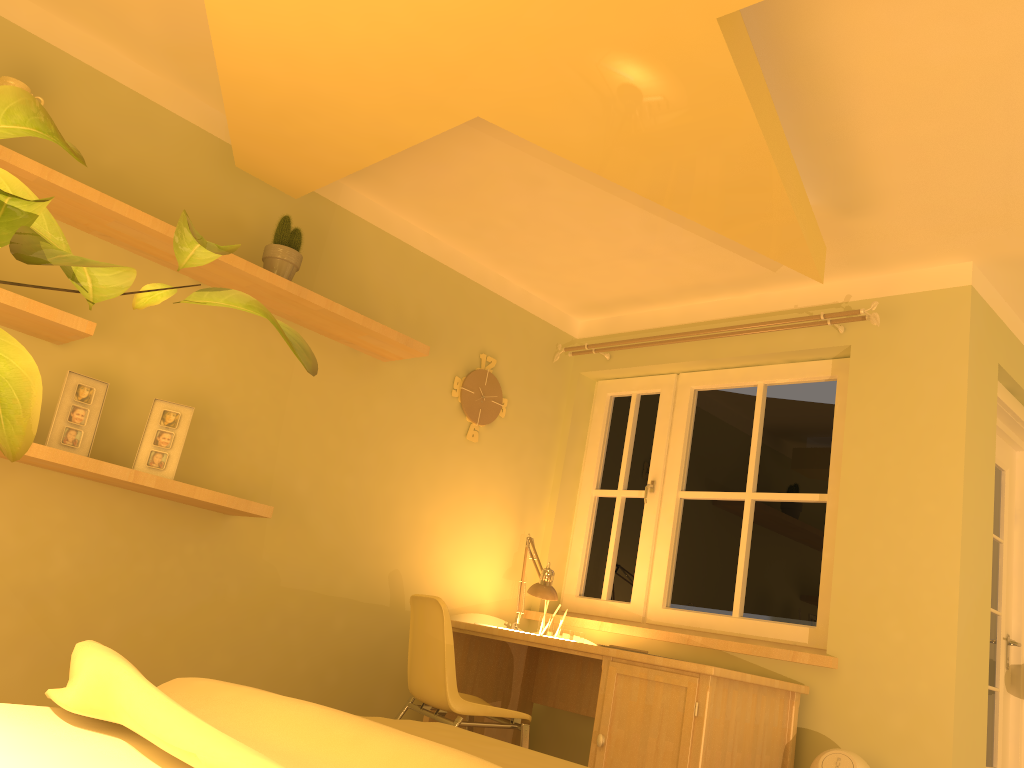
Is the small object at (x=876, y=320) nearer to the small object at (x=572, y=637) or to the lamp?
the lamp

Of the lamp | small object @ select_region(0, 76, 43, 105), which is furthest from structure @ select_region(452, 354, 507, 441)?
small object @ select_region(0, 76, 43, 105)

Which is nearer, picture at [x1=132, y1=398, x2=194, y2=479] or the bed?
the bed

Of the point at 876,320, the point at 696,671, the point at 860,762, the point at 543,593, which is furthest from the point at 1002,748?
the point at 543,593

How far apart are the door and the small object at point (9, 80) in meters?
4.2 m

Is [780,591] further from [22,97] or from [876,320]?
[22,97]

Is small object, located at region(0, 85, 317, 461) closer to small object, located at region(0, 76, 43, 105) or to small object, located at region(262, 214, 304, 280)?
small object, located at region(0, 76, 43, 105)

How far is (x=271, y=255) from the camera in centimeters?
329cm

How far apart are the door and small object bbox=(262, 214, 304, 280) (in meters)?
3.25

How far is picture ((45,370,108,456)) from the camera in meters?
2.8 m
